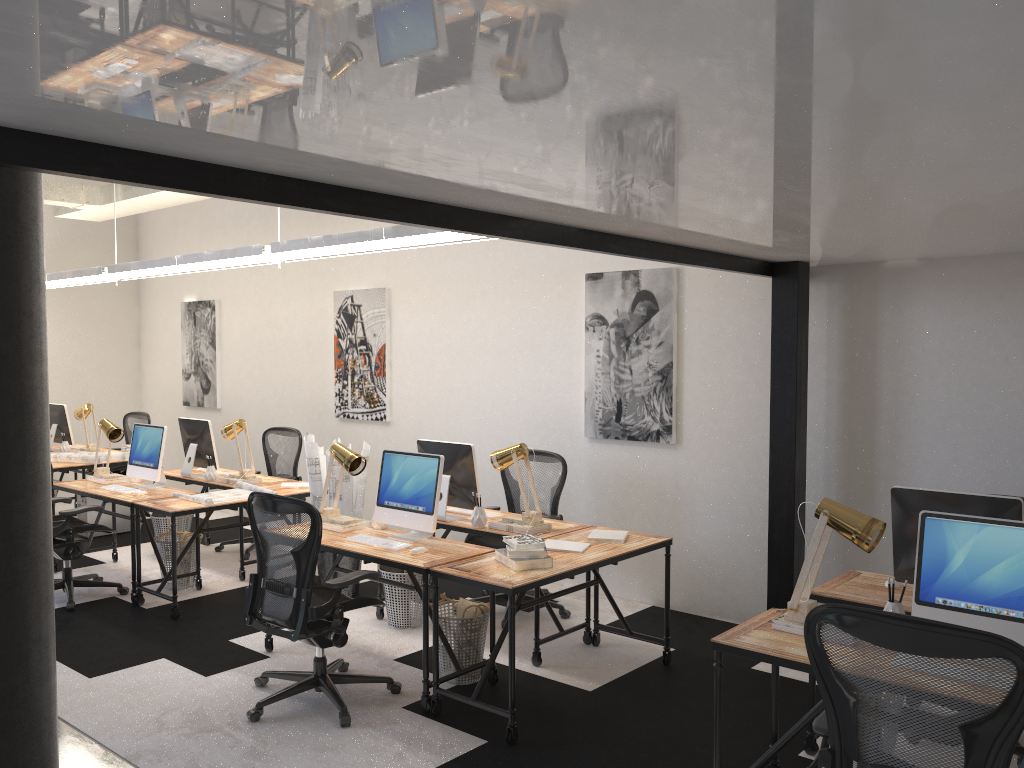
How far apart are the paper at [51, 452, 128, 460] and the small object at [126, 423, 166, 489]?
1.47m

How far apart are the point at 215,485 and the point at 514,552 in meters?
3.6 m

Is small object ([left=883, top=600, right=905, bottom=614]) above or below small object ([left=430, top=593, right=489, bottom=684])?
above

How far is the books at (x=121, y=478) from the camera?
7.05m

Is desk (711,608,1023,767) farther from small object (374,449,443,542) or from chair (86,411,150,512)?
chair (86,411,150,512)

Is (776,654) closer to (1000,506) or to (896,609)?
(896,609)

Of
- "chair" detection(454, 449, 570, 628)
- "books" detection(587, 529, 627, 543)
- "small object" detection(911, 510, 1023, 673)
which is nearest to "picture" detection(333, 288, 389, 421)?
"chair" detection(454, 449, 570, 628)

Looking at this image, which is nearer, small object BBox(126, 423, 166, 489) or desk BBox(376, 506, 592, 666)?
desk BBox(376, 506, 592, 666)

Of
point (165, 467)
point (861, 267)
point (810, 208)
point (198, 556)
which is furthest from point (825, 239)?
point (165, 467)

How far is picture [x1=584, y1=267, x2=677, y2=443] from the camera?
6.0m
